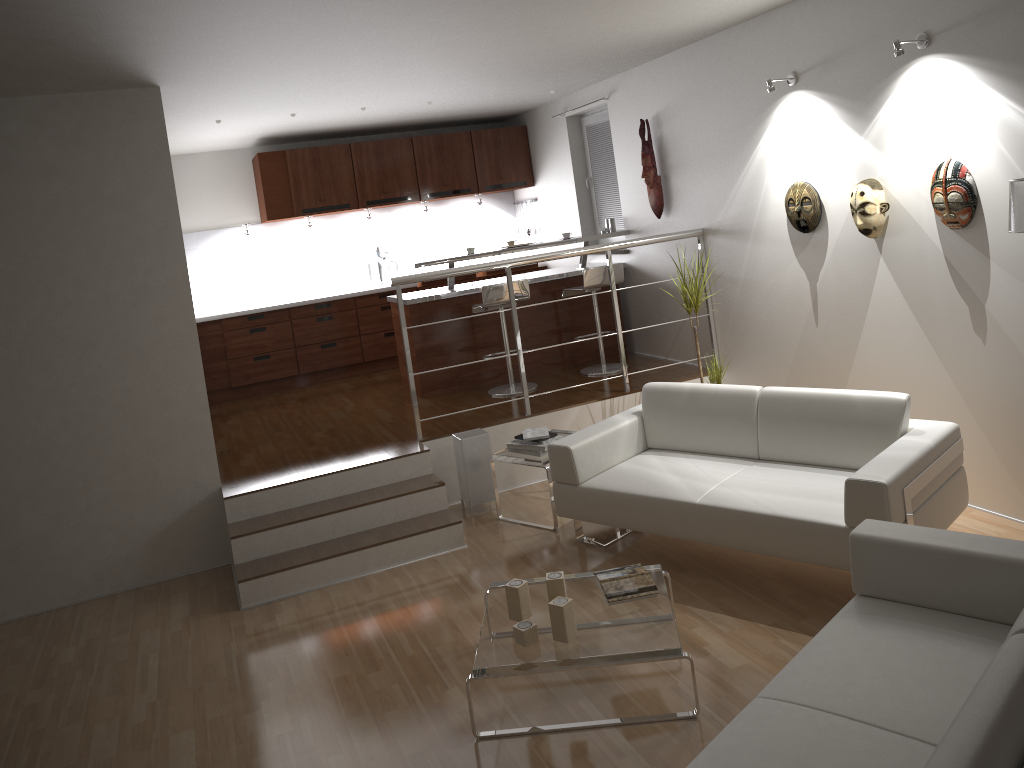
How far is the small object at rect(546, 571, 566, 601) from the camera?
3.41m

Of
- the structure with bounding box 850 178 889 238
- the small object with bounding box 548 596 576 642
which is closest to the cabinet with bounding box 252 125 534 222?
the structure with bounding box 850 178 889 238

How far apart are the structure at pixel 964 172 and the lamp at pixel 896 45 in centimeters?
56cm

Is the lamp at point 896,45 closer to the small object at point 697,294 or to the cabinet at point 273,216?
the small object at point 697,294

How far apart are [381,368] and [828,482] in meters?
5.3

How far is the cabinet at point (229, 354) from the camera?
8.0 meters

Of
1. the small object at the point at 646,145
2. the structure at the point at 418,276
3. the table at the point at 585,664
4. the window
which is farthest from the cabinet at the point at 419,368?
the table at the point at 585,664

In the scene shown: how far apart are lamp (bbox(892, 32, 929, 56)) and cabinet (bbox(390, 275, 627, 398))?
3.52m

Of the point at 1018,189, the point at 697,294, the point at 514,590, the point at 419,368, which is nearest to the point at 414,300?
the point at 419,368

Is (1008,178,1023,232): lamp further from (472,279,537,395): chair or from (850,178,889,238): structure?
(472,279,537,395): chair
